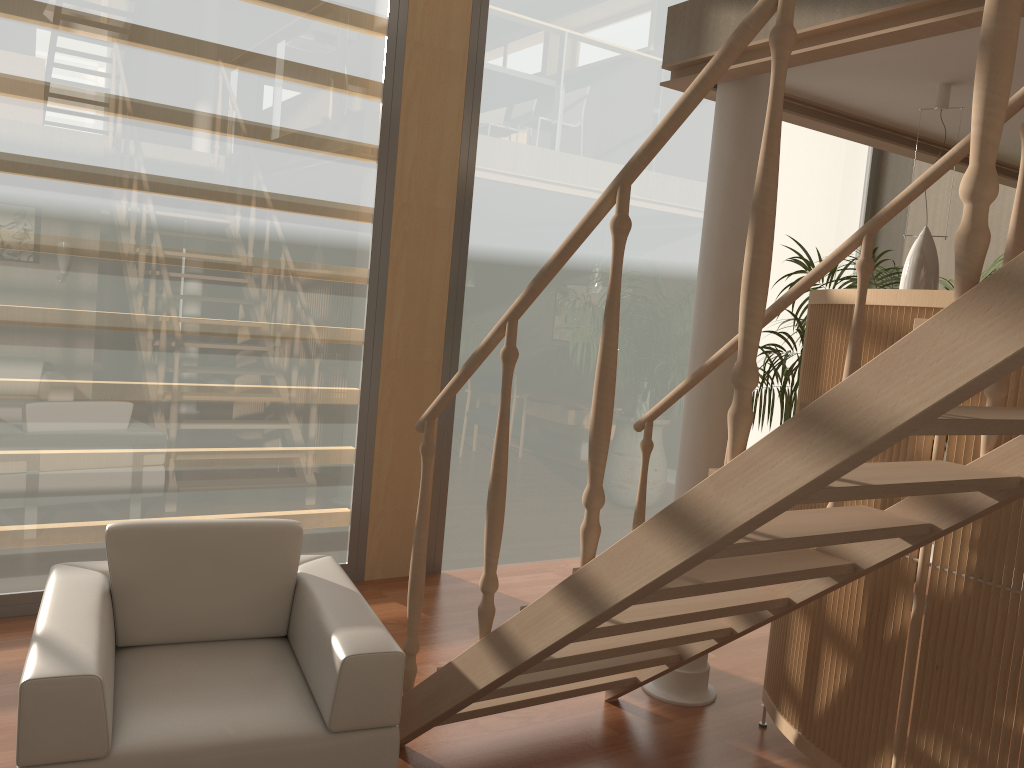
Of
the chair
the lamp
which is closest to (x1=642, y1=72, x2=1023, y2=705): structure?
the lamp

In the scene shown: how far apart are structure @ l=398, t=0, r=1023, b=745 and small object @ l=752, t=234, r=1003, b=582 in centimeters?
175cm

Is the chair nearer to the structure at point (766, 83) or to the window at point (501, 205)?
the structure at point (766, 83)

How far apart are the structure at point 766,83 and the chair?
1.4m

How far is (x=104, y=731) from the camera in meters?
2.0 m

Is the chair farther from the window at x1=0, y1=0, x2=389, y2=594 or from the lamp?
the lamp

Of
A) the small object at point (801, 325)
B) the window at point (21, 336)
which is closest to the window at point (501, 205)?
the small object at point (801, 325)

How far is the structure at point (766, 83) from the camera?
3.33m

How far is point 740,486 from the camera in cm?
170

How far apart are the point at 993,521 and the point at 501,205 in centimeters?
311cm
